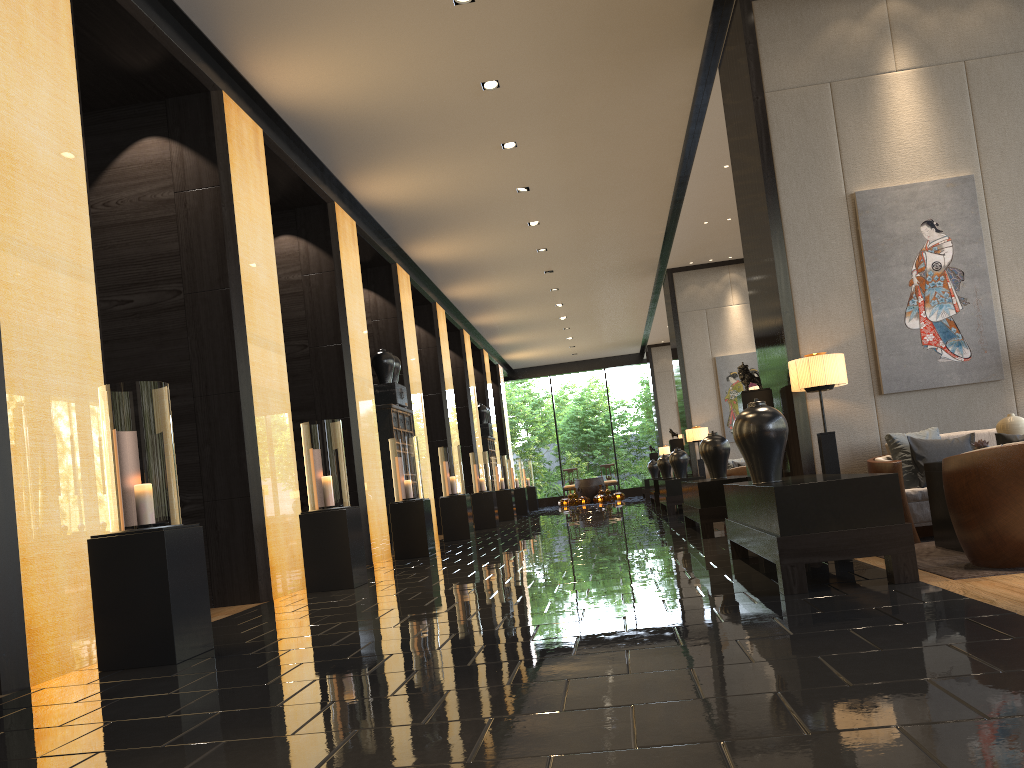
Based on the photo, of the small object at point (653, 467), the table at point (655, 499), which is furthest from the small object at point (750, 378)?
the small object at point (653, 467)

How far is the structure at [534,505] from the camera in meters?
24.5 m

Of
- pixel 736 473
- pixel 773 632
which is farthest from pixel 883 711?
pixel 736 473

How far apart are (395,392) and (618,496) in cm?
1445

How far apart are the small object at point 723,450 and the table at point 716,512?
0.26m

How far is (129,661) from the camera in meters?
4.2 m

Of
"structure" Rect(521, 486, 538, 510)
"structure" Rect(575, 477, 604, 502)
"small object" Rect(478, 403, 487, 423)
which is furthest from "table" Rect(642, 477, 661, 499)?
"small object" Rect(478, 403, 487, 423)

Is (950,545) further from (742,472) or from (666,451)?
(666,451)

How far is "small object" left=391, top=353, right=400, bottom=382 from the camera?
12.1 meters

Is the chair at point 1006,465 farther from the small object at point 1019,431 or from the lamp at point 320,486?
the lamp at point 320,486
